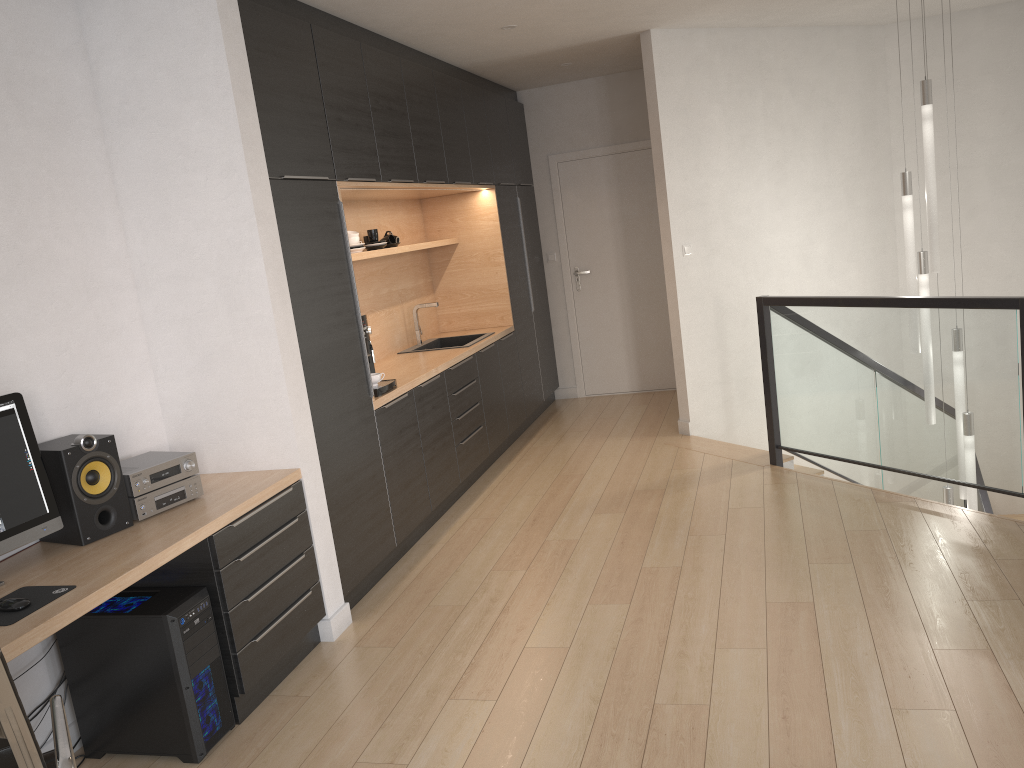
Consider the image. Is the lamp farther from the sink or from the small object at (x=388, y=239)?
the small object at (x=388, y=239)

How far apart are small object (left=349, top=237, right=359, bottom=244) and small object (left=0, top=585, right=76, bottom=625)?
2.94m

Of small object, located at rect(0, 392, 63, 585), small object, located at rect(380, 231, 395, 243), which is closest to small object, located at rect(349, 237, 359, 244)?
small object, located at rect(380, 231, 395, 243)

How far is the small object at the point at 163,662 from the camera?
2.86m

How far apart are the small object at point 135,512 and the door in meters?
4.9

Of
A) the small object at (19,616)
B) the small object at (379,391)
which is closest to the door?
the small object at (379,391)

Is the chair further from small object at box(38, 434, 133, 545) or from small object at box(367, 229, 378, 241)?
small object at box(367, 229, 378, 241)

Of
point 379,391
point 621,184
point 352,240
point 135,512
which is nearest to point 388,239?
point 352,240

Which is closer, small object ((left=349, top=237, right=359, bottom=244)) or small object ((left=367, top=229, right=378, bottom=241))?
small object ((left=349, top=237, right=359, bottom=244))

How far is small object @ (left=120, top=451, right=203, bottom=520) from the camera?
3.1 meters
